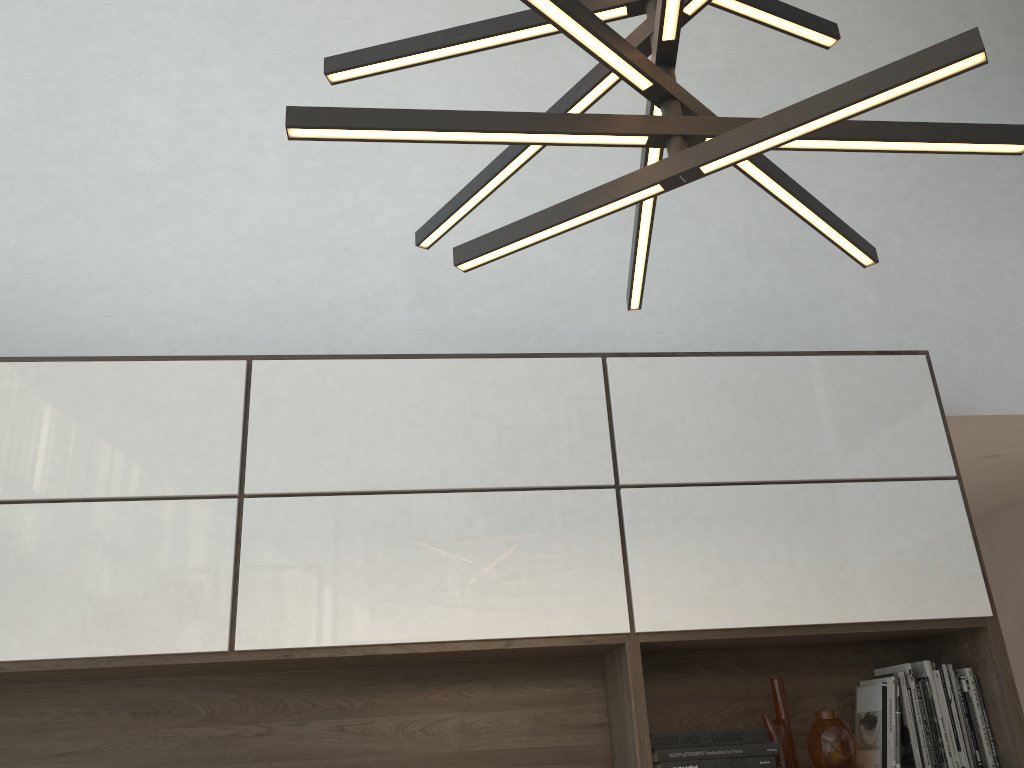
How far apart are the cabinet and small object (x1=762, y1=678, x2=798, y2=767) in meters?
0.1

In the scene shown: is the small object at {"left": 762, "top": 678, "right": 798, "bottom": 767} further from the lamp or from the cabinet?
the lamp

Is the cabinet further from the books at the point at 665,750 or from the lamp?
the lamp

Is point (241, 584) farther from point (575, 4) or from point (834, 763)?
point (575, 4)

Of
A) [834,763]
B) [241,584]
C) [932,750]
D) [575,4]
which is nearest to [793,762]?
[834,763]

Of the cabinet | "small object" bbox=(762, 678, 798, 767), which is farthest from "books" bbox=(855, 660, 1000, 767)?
Result: "small object" bbox=(762, 678, 798, 767)

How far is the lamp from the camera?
0.88m

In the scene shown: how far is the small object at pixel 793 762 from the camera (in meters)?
2.38

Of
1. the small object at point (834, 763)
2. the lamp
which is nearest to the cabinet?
the small object at point (834, 763)

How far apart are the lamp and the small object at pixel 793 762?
1.45m
